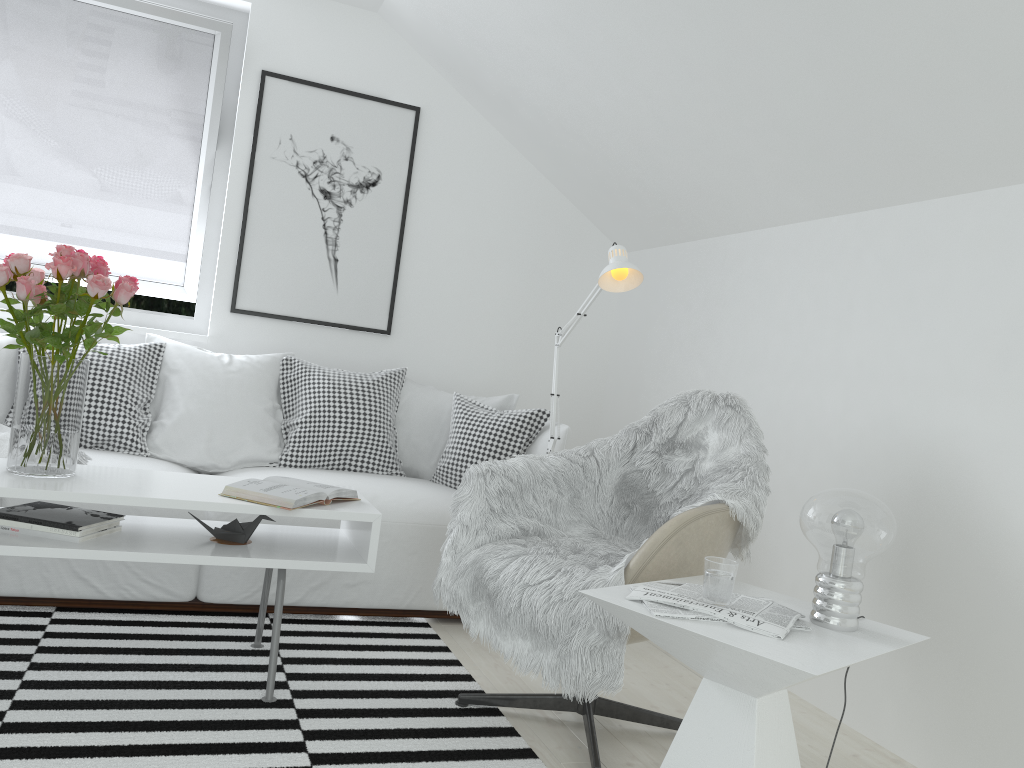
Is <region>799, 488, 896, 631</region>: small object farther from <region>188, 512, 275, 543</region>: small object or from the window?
the window

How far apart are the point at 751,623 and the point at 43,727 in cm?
158

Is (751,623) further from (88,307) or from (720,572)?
(88,307)

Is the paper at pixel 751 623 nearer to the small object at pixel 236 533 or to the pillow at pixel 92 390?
the small object at pixel 236 533

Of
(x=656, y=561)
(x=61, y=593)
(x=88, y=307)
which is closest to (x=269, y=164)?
(x=88, y=307)

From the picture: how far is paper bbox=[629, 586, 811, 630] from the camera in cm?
168

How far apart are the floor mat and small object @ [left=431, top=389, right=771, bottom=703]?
0.2m

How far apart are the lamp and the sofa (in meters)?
0.33

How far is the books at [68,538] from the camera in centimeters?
220cm

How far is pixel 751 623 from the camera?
1.7m
